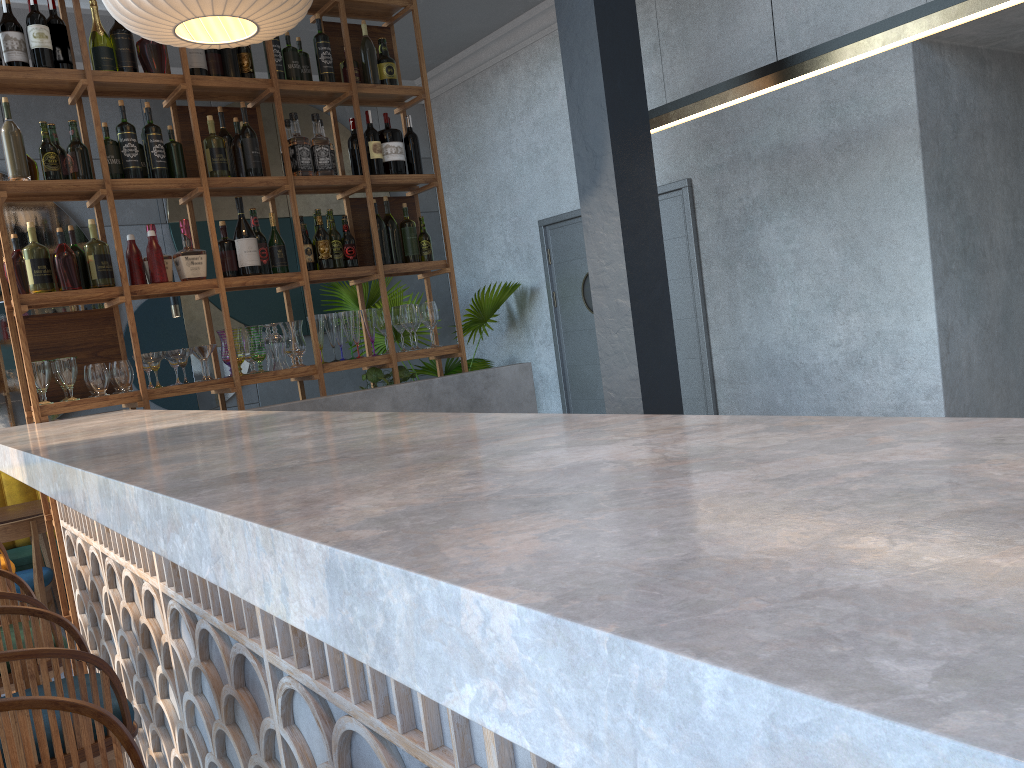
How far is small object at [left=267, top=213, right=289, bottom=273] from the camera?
4.0 meters

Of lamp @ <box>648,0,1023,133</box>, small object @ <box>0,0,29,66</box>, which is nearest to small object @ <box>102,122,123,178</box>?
small object @ <box>0,0,29,66</box>

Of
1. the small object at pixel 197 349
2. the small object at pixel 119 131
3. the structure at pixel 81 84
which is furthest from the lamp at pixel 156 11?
the small object at pixel 197 349

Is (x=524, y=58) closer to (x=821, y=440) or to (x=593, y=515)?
(x=821, y=440)

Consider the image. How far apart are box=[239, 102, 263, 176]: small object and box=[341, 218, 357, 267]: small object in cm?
48

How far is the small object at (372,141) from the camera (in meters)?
4.25

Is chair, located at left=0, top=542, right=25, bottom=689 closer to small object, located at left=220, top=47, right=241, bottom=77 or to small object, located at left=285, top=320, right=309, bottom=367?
small object, located at left=285, top=320, right=309, bottom=367

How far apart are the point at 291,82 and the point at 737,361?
2.93m

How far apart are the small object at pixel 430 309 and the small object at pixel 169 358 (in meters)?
1.21

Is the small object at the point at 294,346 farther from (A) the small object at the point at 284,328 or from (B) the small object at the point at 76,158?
(B) the small object at the point at 76,158
